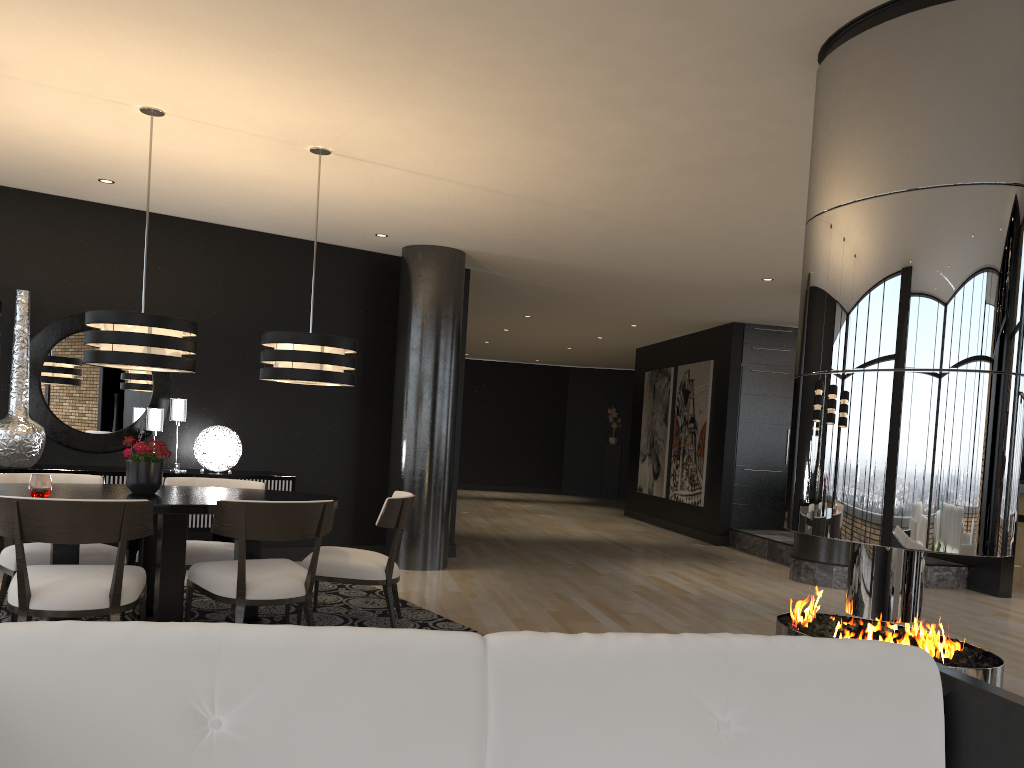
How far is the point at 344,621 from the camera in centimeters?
517cm

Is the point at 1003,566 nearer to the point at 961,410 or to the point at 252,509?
the point at 961,410

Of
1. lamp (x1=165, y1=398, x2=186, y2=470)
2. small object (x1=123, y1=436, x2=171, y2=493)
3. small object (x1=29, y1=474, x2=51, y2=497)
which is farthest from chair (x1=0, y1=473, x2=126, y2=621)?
lamp (x1=165, y1=398, x2=186, y2=470)

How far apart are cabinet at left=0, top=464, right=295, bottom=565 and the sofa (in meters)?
4.95

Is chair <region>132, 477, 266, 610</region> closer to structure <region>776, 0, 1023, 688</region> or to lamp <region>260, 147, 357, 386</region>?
lamp <region>260, 147, 357, 386</region>

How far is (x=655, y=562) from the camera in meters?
8.8

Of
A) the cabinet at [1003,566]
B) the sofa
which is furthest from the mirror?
the cabinet at [1003,566]

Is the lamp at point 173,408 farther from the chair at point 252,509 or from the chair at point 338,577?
the chair at point 252,509

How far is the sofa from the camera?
1.5m

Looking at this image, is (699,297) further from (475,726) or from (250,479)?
(475,726)
